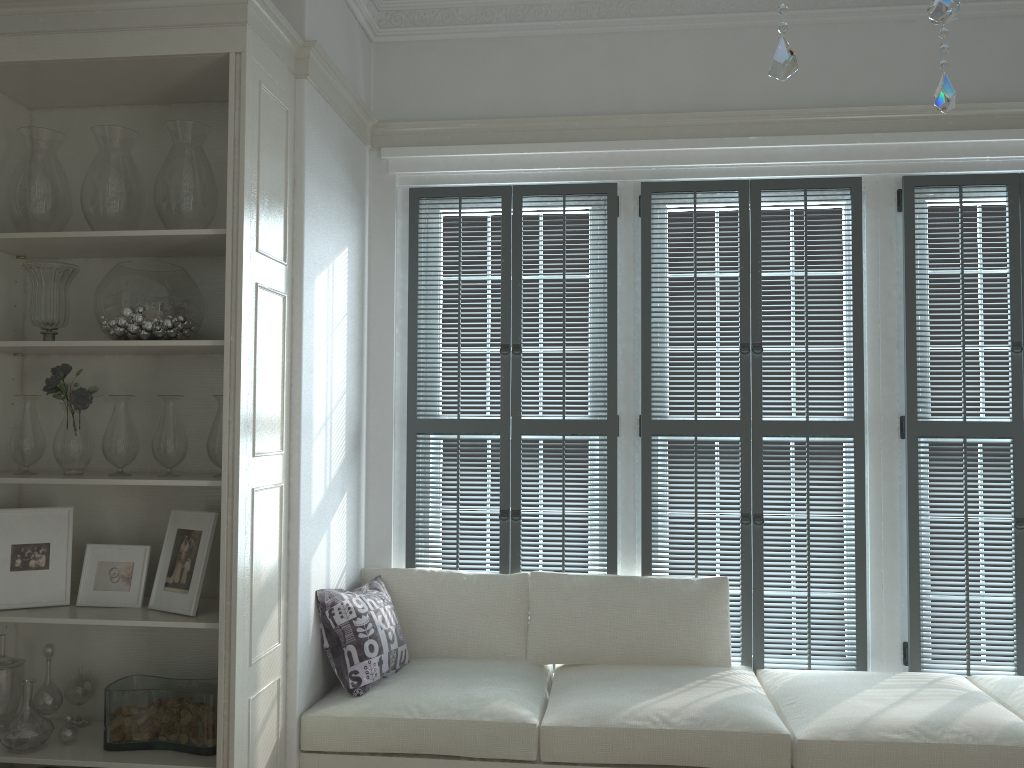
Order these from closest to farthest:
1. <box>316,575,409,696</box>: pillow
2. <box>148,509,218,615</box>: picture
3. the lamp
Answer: the lamp, <box>148,509,218,615</box>: picture, <box>316,575,409,696</box>: pillow

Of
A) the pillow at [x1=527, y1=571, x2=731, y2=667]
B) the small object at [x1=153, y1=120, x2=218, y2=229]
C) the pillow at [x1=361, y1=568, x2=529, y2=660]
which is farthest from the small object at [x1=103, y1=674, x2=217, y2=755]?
the small object at [x1=153, y1=120, x2=218, y2=229]

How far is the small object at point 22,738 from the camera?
2.6 meters

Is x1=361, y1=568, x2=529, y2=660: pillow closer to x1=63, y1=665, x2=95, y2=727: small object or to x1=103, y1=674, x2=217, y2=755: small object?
x1=103, y1=674, x2=217, y2=755: small object

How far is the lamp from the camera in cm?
78

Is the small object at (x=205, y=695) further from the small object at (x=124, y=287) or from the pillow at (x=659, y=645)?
the pillow at (x=659, y=645)

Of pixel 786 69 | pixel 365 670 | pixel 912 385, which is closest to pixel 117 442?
pixel 365 670

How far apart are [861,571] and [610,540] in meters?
1.0

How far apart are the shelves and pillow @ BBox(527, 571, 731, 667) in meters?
1.0 m

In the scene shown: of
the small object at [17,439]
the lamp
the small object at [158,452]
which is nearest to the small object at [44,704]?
the small object at [17,439]
